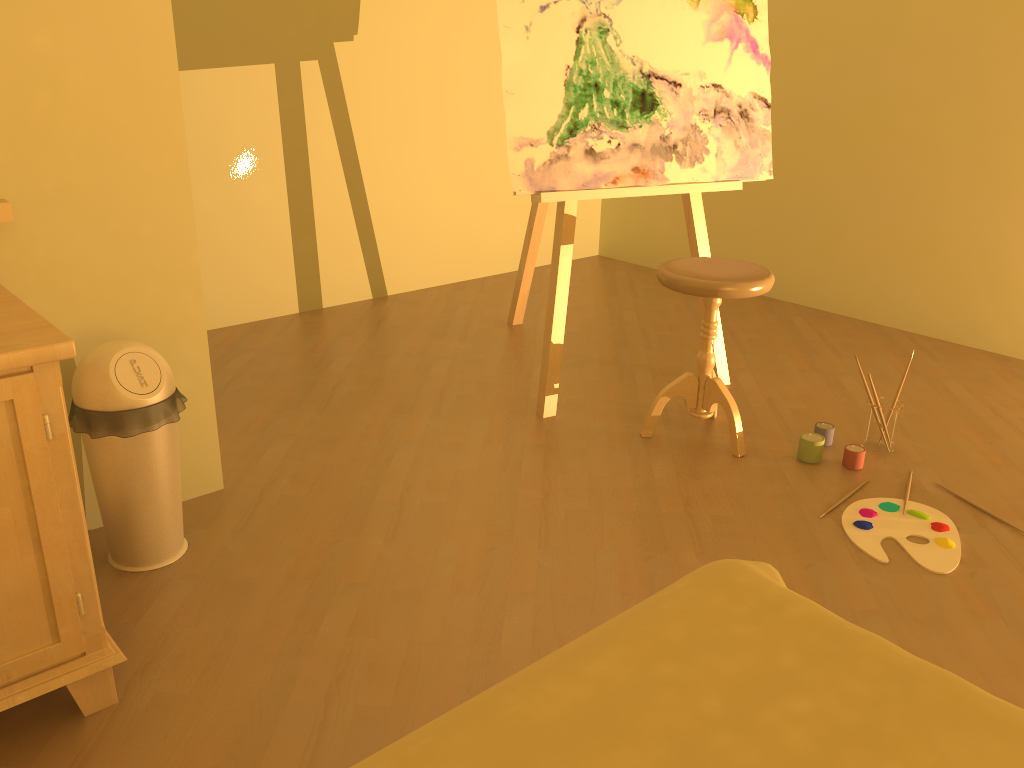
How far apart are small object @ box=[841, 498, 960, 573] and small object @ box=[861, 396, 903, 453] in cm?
32

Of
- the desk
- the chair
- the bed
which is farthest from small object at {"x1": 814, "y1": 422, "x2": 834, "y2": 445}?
the desk

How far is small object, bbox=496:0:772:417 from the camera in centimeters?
274cm

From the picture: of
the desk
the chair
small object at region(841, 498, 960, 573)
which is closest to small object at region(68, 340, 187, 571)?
the desk

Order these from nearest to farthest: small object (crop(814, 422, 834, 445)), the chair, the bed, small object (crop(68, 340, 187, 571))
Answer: the bed → small object (crop(68, 340, 187, 571)) → the chair → small object (crop(814, 422, 834, 445))

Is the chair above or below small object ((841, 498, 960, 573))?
above

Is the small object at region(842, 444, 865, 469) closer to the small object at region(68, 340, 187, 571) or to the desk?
the small object at region(68, 340, 187, 571)

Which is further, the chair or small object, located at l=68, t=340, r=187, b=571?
the chair

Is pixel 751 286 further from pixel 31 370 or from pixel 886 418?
pixel 31 370

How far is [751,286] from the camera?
2.5 meters
